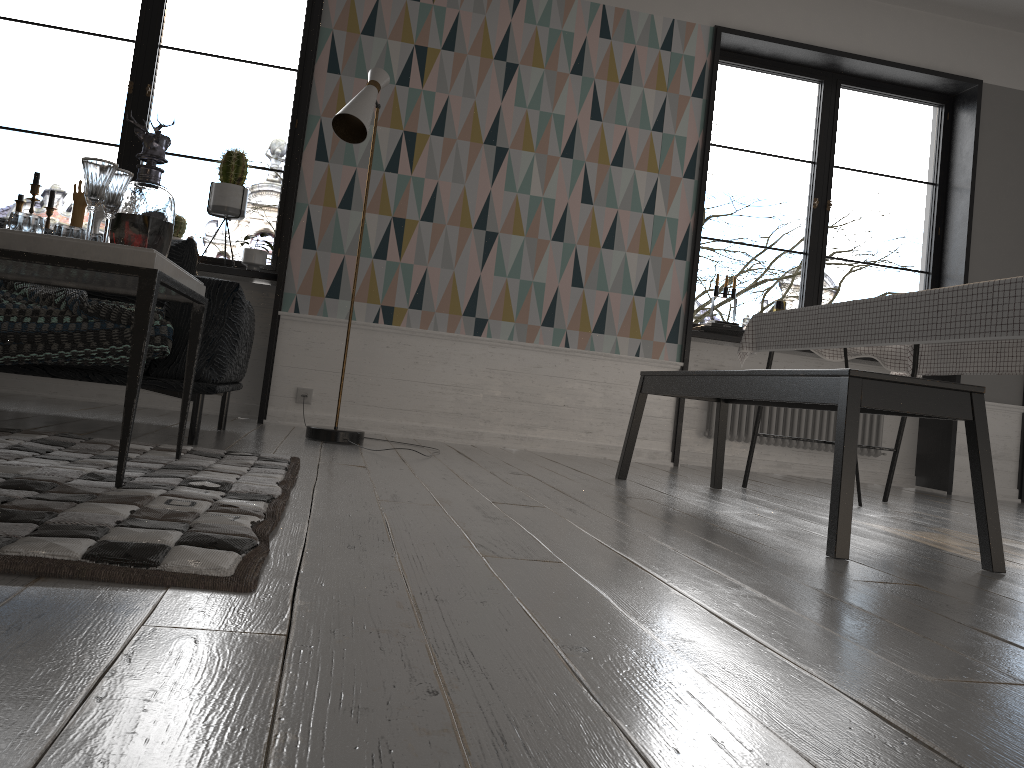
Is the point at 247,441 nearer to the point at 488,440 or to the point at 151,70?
the point at 488,440

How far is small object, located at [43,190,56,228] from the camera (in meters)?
4.59

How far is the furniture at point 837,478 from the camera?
2.2m

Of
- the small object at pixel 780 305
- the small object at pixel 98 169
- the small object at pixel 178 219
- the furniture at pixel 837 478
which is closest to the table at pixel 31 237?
the small object at pixel 98 169

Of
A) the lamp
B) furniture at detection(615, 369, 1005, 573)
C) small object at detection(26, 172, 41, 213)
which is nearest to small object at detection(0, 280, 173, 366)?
the lamp

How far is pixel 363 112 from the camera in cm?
375

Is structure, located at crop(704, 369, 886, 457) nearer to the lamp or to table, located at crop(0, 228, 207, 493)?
the lamp

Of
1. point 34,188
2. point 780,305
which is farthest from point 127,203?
point 780,305

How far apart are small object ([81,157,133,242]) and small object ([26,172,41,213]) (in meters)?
2.83

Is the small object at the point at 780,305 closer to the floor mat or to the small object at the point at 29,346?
the floor mat
